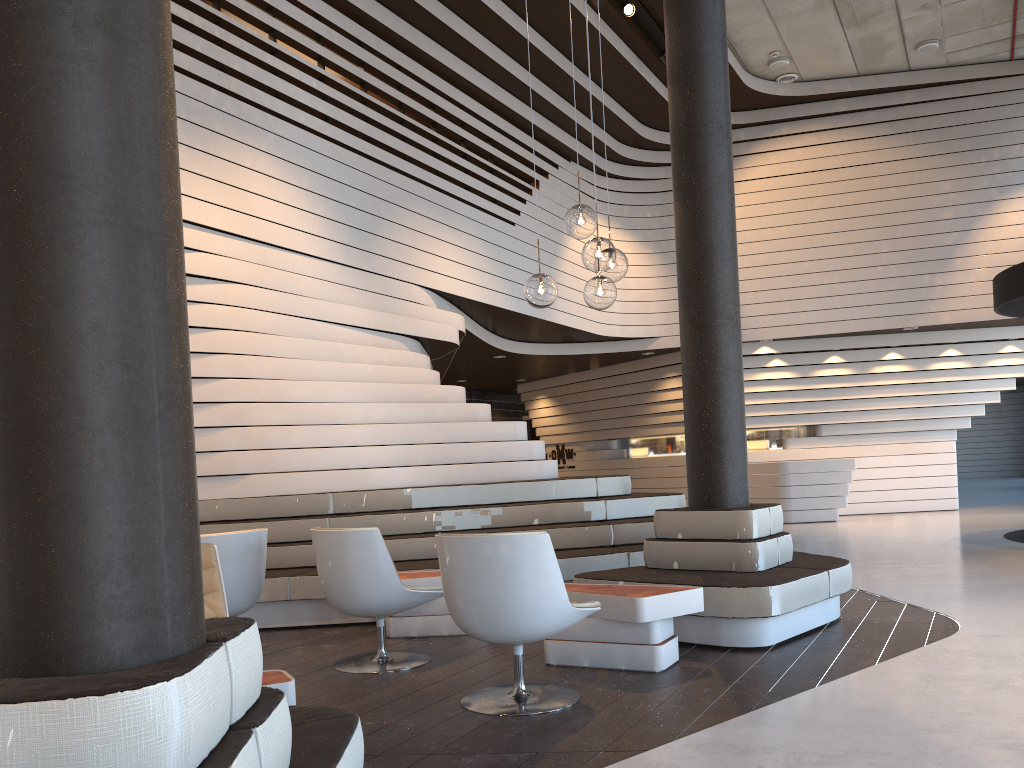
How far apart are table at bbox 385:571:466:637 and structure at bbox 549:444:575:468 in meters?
11.5 m

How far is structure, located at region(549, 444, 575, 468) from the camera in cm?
1698

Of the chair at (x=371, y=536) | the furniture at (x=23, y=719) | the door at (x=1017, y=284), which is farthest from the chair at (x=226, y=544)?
the door at (x=1017, y=284)

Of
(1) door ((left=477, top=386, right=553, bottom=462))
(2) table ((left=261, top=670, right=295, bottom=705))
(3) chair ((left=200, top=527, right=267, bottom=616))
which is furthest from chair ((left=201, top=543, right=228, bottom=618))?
(1) door ((left=477, top=386, right=553, bottom=462))

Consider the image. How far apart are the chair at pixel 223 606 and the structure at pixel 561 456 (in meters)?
13.34

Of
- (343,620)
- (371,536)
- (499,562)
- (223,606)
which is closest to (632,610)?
(499,562)

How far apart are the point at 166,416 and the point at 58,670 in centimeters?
46cm

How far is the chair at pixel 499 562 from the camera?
3.52m

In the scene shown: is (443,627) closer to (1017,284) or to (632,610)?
(632,610)

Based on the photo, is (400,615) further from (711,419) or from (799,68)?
(799,68)
